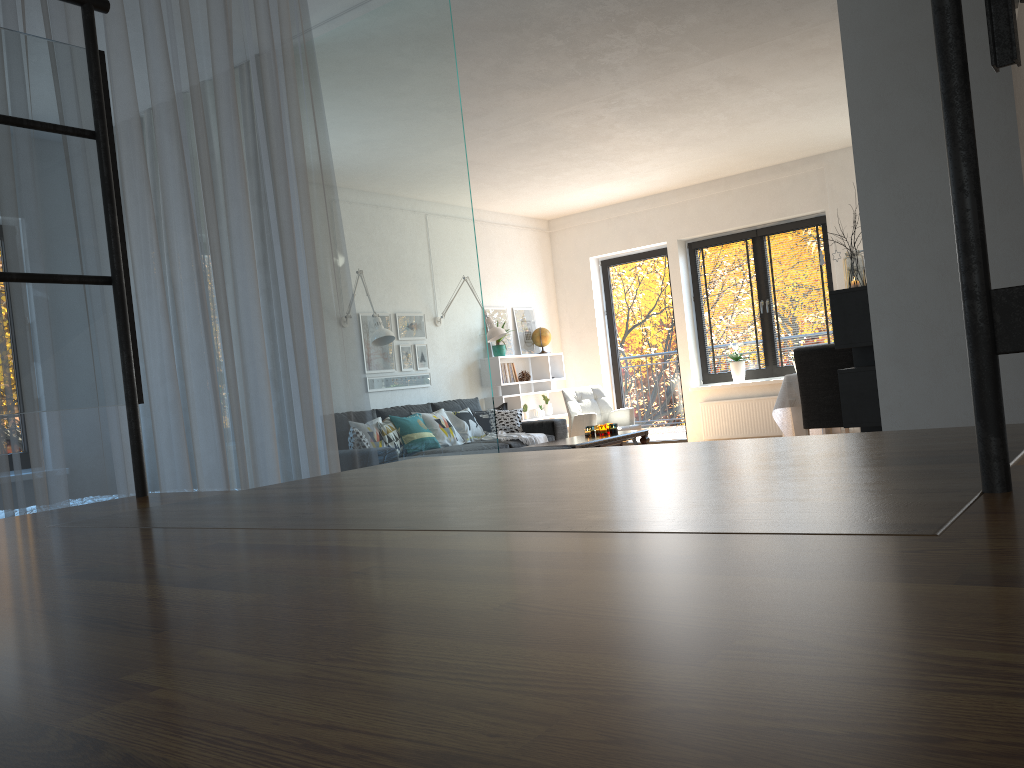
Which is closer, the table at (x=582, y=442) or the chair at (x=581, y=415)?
the table at (x=582, y=442)

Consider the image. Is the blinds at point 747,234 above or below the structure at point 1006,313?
above

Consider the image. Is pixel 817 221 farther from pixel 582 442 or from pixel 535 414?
pixel 582 442

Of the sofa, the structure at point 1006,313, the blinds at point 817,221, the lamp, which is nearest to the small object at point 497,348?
the lamp

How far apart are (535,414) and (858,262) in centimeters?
522cm

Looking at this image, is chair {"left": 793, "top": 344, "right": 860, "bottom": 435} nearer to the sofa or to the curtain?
the sofa

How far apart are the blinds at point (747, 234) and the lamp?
2.5 meters

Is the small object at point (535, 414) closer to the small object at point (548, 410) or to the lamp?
the small object at point (548, 410)

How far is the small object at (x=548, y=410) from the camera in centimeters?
965cm

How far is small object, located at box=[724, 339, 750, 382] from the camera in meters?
Answer: 9.0
